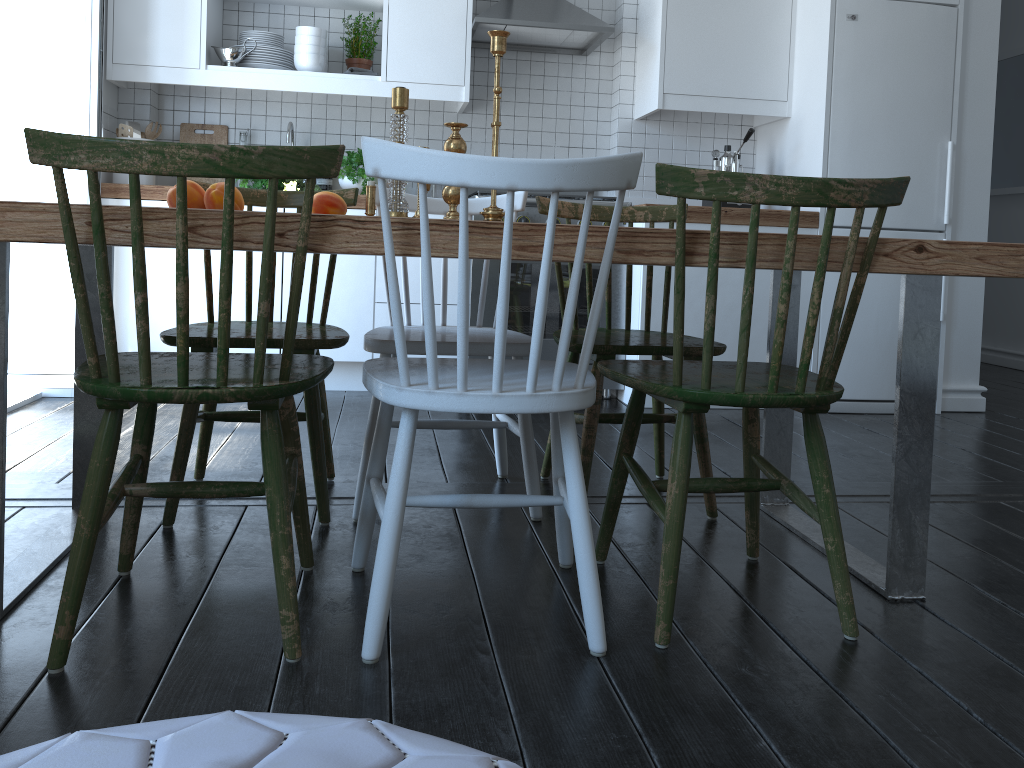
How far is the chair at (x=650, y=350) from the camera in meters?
2.2

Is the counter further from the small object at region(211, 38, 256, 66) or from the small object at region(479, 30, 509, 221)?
the small object at region(479, 30, 509, 221)

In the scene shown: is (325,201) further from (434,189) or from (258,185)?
(434,189)

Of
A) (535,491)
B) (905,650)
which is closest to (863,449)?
(535,491)

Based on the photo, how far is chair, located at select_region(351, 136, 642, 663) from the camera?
1.32m

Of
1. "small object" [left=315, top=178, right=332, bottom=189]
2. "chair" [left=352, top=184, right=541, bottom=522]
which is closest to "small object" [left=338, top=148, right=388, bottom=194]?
"small object" [left=315, top=178, right=332, bottom=189]

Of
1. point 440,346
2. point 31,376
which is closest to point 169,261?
point 31,376

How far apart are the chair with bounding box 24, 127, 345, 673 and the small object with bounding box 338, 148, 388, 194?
2.2m

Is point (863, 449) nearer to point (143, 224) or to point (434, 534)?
point (434, 534)

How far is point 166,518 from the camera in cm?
206
